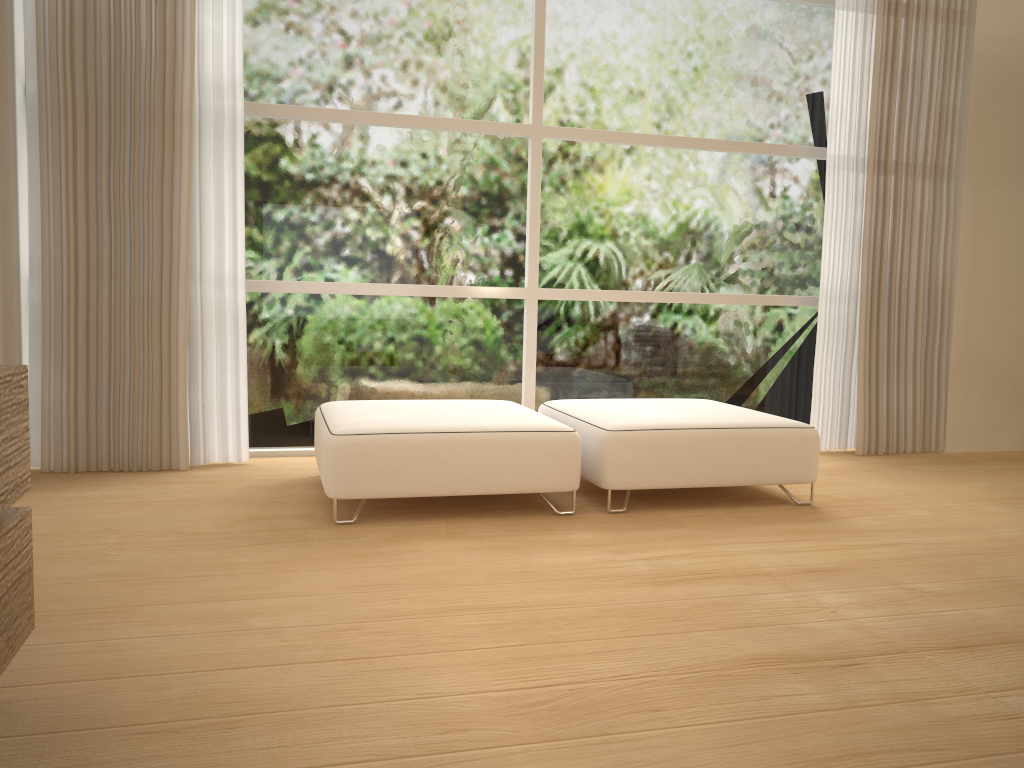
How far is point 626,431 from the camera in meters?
3.4

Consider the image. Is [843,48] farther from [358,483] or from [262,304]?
[358,483]

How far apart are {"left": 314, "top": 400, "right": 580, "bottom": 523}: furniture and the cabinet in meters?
1.4 m

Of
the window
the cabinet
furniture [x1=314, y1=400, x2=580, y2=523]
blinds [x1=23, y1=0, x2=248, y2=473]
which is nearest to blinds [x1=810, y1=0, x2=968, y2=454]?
the window

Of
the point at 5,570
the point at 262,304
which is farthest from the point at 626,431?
the point at 5,570

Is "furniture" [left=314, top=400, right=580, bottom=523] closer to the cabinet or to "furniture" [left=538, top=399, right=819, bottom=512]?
"furniture" [left=538, top=399, right=819, bottom=512]

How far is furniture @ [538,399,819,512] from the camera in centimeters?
339cm

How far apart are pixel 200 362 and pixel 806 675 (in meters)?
3.10

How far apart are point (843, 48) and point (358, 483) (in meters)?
3.62

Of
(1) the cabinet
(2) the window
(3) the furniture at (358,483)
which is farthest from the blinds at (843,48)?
(1) the cabinet
